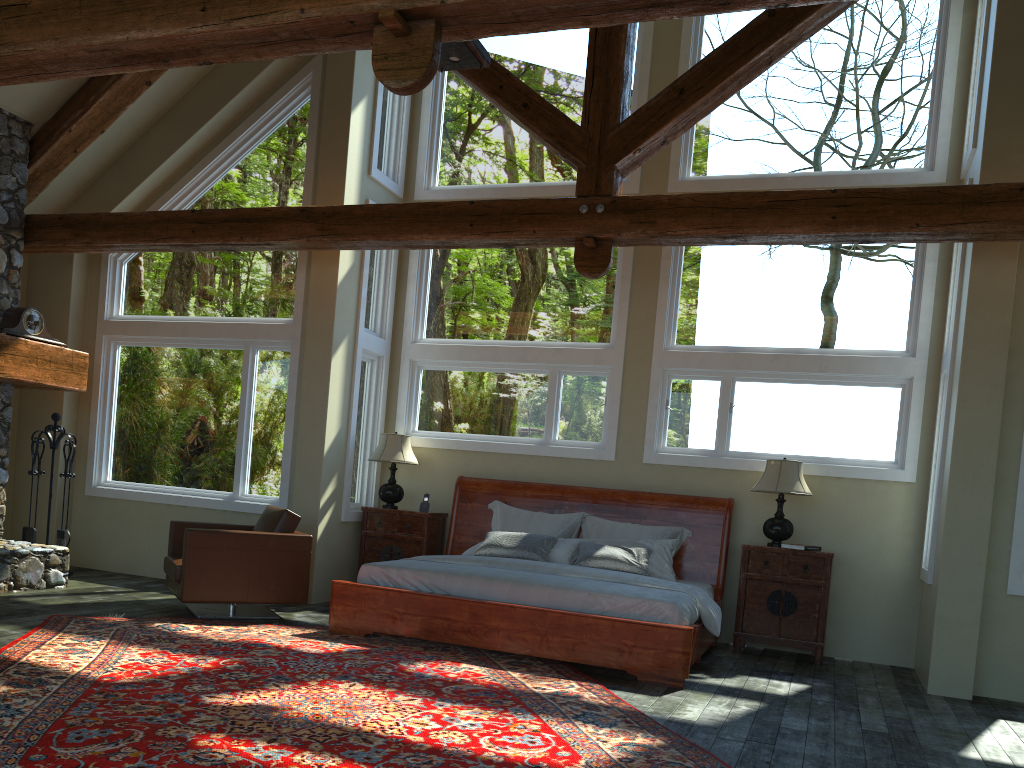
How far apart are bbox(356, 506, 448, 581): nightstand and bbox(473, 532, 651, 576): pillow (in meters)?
0.92

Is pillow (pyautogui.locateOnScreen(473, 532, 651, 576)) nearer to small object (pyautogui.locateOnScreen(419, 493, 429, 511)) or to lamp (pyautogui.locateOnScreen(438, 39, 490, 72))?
small object (pyautogui.locateOnScreen(419, 493, 429, 511))

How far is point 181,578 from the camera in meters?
6.7

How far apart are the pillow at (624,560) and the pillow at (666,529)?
0.4m

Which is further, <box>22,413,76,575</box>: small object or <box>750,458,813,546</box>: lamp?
<box>22,413,76,575</box>: small object

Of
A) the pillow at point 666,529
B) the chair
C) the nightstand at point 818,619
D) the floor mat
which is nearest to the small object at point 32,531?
the chair

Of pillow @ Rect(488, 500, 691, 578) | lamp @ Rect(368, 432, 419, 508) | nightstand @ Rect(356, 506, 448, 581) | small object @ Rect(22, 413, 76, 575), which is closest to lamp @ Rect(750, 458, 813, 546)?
pillow @ Rect(488, 500, 691, 578)

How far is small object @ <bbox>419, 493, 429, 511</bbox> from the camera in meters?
8.5 m

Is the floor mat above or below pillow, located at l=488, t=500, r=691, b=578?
below

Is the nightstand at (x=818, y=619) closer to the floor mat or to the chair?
the floor mat
